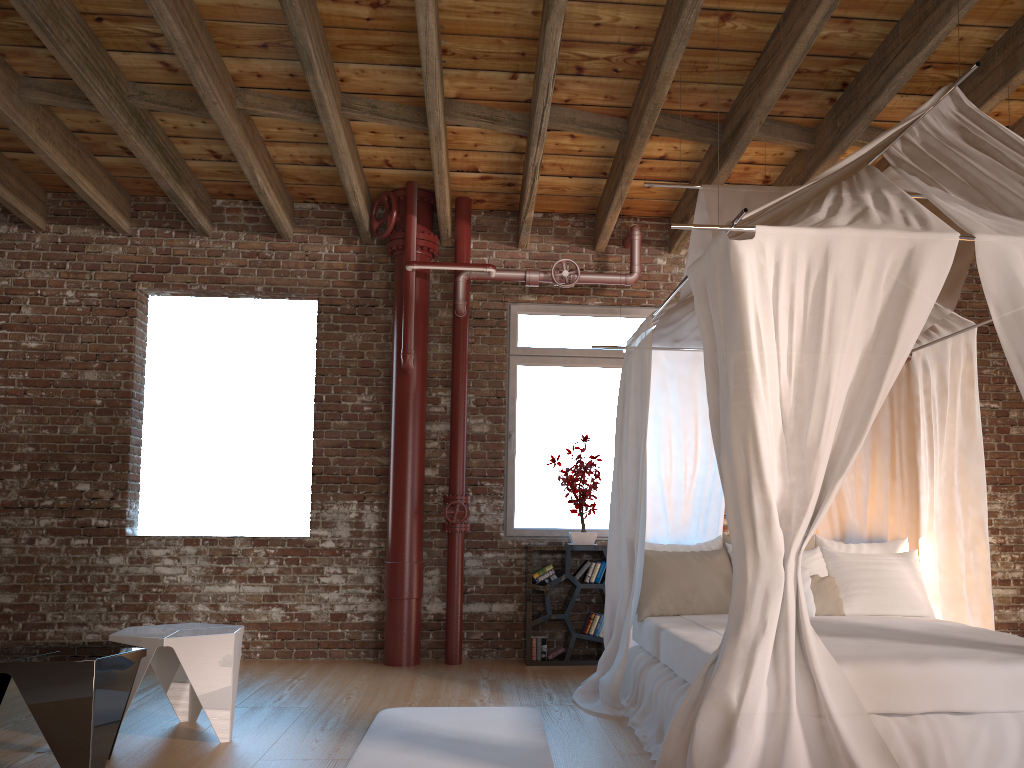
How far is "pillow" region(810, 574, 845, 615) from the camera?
4.8 meters

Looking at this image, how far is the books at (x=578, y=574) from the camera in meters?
6.2

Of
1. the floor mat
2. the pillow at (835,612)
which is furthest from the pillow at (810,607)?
the floor mat

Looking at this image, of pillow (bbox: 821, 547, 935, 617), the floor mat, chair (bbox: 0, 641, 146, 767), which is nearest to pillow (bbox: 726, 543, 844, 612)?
pillow (bbox: 821, 547, 935, 617)

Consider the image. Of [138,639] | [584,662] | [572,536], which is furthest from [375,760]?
[572,536]

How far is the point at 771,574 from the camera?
3.0 meters

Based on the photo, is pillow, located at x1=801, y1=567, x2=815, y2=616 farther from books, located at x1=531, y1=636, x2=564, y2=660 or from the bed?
books, located at x1=531, y1=636, x2=564, y2=660

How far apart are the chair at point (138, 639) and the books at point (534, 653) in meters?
2.4 m

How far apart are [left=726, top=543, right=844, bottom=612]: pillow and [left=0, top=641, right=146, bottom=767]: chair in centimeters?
349cm

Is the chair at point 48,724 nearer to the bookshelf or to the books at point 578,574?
the bookshelf
